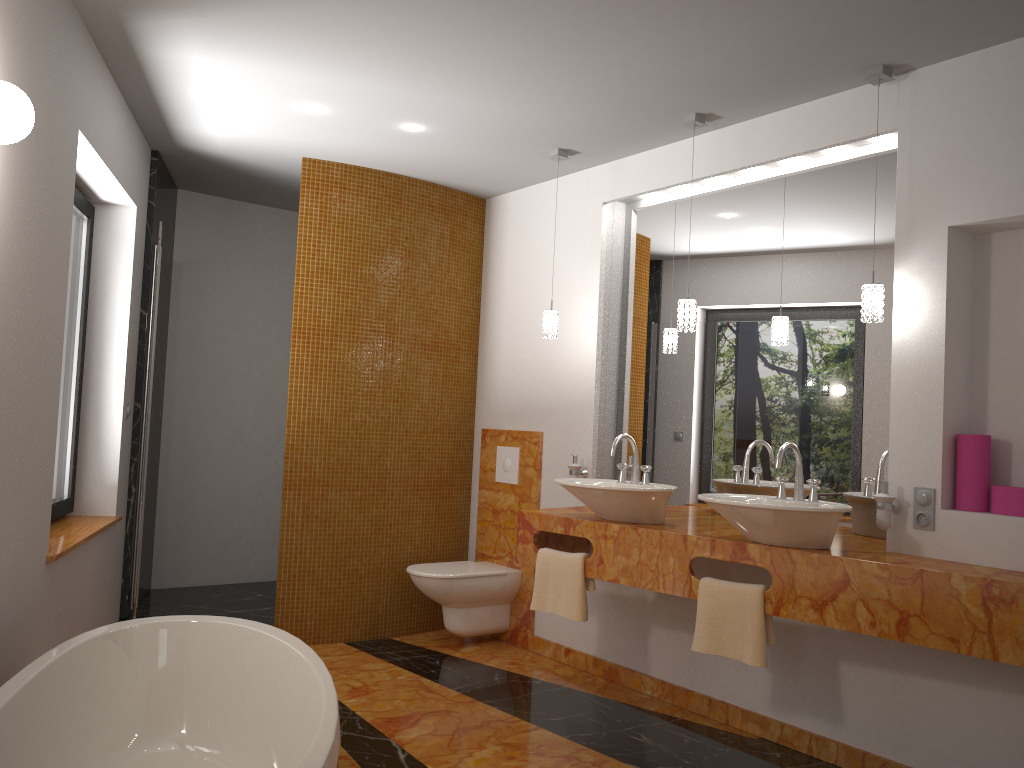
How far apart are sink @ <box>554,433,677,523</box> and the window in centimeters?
219cm

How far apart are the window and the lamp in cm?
213

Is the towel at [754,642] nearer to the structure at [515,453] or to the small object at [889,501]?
the small object at [889,501]

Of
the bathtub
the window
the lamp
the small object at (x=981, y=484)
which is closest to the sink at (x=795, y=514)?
the small object at (x=981, y=484)

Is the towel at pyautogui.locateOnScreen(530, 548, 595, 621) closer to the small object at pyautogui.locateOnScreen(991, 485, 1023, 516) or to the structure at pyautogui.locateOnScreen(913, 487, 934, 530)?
the structure at pyautogui.locateOnScreen(913, 487, 934, 530)

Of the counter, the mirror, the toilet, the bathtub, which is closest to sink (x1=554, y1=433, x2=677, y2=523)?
the counter

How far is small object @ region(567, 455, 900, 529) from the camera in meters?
3.0

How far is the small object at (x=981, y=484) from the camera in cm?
294

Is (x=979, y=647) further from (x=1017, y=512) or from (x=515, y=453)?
(x=515, y=453)

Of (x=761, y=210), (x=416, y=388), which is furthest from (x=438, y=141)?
(x=761, y=210)
